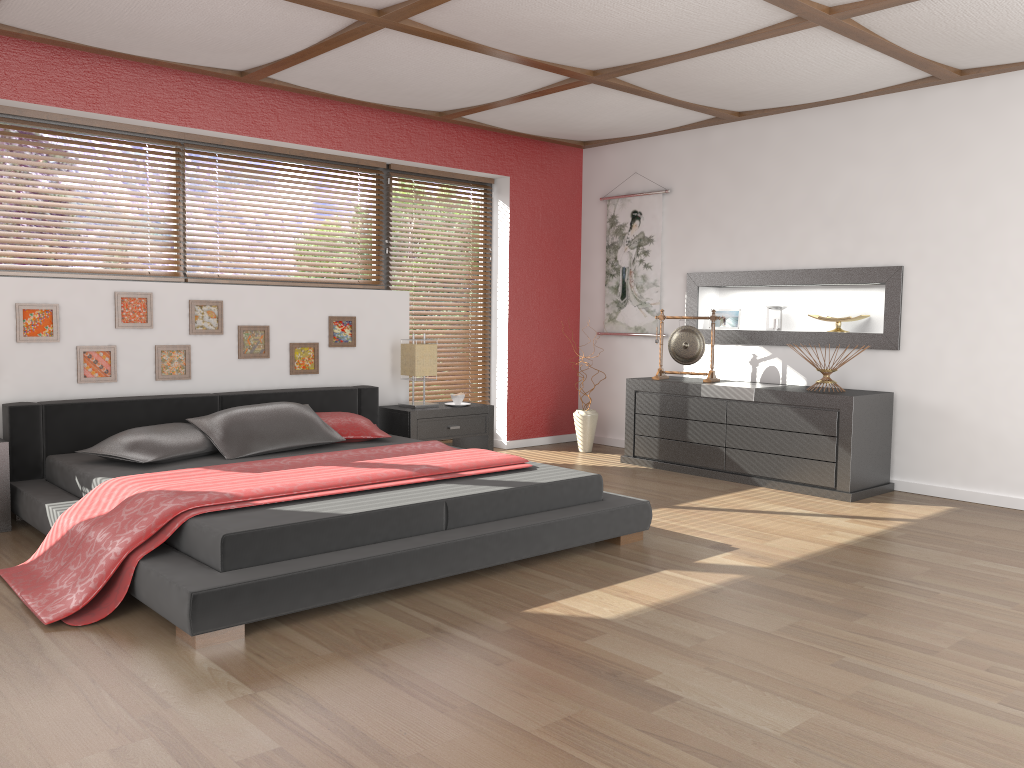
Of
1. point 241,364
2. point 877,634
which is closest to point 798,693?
point 877,634

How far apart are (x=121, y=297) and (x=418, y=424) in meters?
1.9

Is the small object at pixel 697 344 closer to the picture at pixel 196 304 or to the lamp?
the lamp

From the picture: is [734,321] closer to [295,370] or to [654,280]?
[654,280]

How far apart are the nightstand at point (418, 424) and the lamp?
0.2m

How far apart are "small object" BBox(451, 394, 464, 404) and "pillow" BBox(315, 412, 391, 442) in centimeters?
100cm

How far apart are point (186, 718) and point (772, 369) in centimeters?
471cm

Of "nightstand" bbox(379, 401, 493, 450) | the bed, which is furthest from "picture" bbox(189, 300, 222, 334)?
"nightstand" bbox(379, 401, 493, 450)

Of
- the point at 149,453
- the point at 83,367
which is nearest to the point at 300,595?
the point at 149,453

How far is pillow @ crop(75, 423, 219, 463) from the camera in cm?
416
